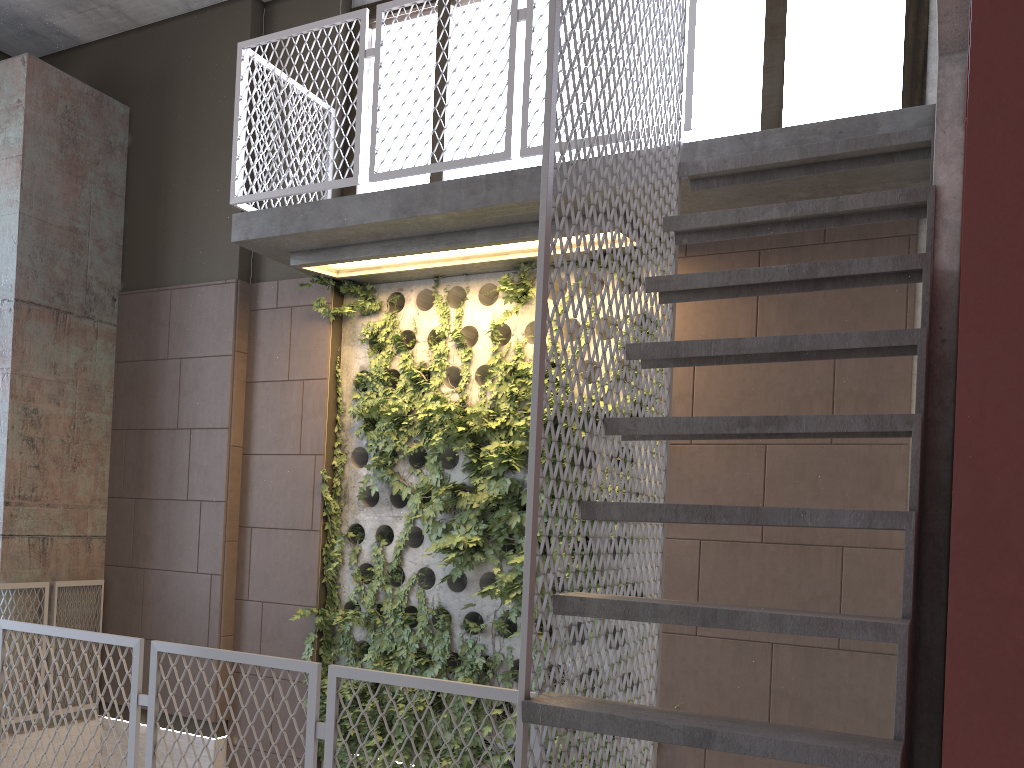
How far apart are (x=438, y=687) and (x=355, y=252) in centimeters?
298cm

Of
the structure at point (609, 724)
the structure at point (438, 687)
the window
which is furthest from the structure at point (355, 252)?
the structure at point (438, 687)

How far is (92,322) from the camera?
6.4m

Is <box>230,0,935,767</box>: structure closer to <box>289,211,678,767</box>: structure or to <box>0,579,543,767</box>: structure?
<box>289,211,678,767</box>: structure

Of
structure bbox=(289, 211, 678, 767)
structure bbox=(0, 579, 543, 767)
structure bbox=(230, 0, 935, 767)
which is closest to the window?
structure bbox=(230, 0, 935, 767)

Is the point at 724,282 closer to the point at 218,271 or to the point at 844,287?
the point at 844,287

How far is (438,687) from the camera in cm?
281

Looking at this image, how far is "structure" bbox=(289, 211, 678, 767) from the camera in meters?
5.1 m

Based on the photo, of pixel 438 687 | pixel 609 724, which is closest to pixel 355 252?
pixel 438 687

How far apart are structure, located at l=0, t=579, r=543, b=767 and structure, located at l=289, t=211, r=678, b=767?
1.8 meters
